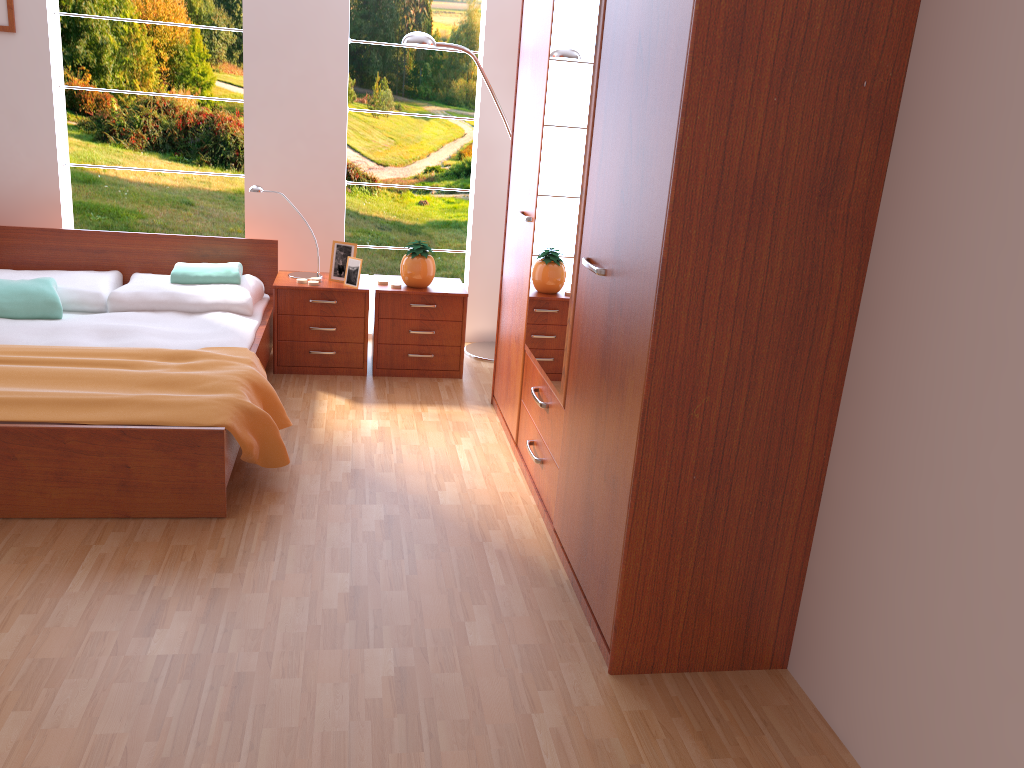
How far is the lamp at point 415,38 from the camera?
4.10m

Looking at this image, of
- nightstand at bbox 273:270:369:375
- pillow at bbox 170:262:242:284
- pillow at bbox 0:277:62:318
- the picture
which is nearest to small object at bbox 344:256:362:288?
nightstand at bbox 273:270:369:375

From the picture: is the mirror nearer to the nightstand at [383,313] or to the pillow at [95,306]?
the nightstand at [383,313]

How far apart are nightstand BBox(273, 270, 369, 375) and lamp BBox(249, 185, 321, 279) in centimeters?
5cm

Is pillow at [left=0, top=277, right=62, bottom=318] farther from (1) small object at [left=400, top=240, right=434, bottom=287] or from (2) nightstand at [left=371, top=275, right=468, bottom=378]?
(1) small object at [left=400, top=240, right=434, bottom=287]

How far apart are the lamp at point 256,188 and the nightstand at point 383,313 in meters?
0.3

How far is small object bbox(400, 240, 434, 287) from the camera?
4.2m

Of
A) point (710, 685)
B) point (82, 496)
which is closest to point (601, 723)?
point (710, 685)

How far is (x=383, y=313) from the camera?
4.2m

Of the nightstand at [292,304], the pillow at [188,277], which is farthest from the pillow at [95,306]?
the nightstand at [292,304]
